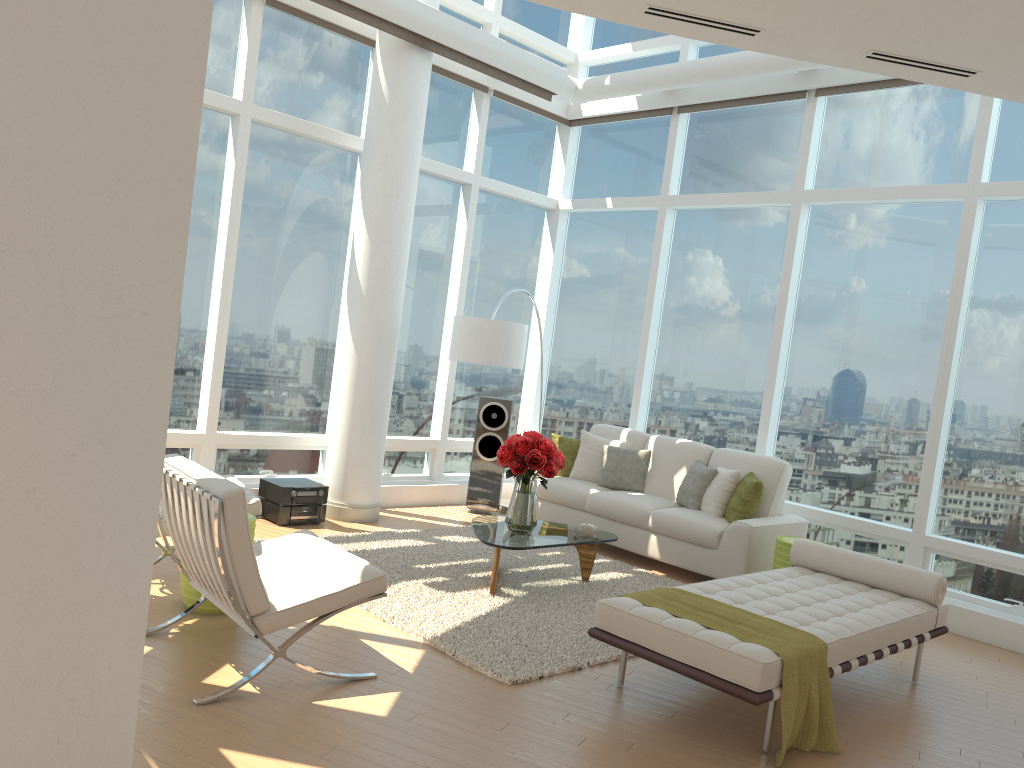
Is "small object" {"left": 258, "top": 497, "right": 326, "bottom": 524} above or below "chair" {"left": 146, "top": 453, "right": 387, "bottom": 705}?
below

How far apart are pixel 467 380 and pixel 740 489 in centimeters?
349cm

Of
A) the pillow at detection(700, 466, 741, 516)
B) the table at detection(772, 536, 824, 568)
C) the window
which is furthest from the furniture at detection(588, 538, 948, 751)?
the window

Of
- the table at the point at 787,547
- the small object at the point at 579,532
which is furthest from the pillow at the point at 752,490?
the small object at the point at 579,532

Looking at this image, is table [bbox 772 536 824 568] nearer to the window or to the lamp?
the window

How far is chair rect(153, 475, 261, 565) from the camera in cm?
553

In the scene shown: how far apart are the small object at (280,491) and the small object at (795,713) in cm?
358

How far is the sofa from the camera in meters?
6.8 m

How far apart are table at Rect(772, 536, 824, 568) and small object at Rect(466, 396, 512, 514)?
3.05m

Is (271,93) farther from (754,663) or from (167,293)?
(754,663)
